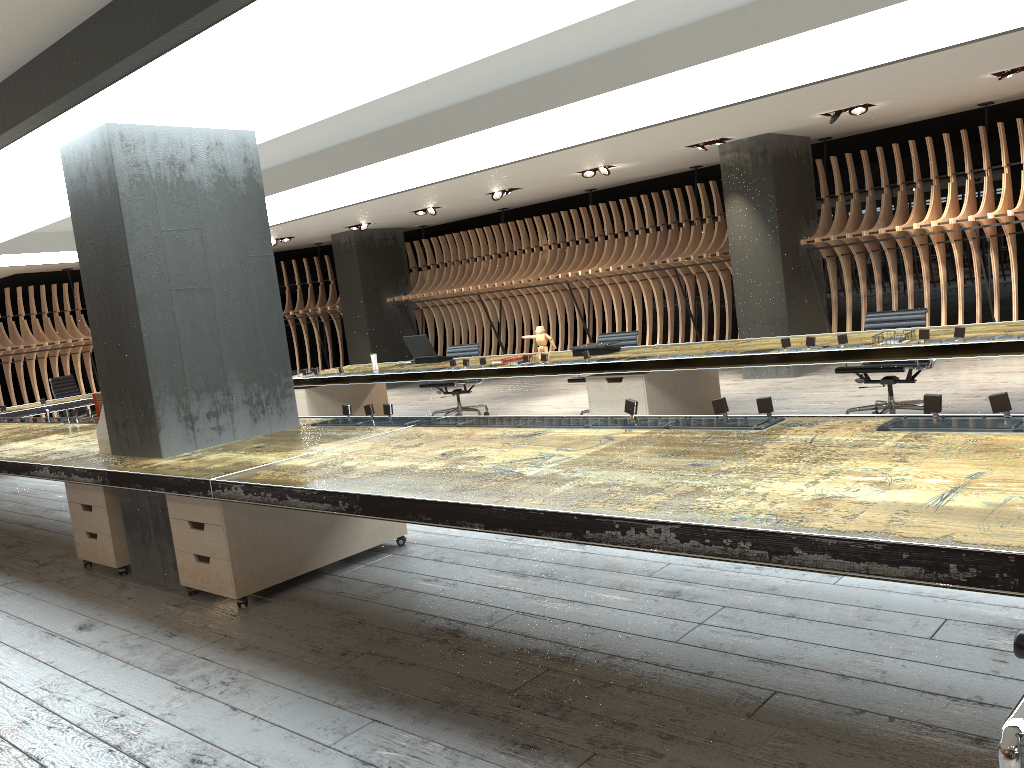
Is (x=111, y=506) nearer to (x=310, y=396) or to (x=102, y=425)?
(x=102, y=425)

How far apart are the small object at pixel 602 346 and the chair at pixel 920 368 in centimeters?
189cm

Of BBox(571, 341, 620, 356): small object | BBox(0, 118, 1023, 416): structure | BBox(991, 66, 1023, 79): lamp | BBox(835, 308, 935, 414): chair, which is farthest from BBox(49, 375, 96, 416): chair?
BBox(991, 66, 1023, 79): lamp

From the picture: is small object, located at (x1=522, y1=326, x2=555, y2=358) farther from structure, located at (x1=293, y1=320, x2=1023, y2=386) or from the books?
the books

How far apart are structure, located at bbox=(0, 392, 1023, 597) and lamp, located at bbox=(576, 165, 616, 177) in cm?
653

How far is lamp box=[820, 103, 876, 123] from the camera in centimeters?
889cm

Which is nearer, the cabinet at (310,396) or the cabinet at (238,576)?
the cabinet at (238,576)

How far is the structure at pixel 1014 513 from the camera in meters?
2.0

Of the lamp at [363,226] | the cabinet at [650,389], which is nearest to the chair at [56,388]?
the lamp at [363,226]

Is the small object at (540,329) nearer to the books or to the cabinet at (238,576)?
the cabinet at (238,576)
